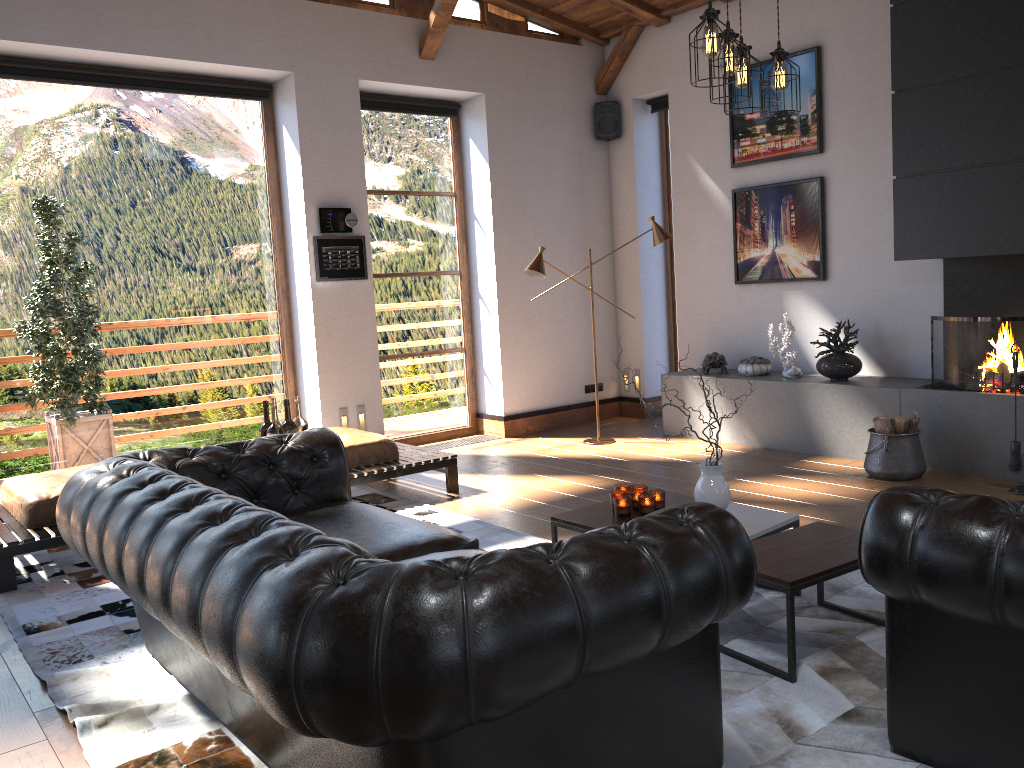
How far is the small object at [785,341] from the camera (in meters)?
6.80

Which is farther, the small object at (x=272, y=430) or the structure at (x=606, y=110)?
the structure at (x=606, y=110)

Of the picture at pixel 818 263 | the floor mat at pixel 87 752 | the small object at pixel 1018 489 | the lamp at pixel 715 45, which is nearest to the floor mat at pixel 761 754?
the floor mat at pixel 87 752

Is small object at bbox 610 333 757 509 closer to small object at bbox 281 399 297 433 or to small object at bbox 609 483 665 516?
small object at bbox 609 483 665 516

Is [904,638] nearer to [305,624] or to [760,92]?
[305,624]

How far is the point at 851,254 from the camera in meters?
6.8 m

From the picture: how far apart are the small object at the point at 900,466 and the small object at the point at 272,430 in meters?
3.7 m

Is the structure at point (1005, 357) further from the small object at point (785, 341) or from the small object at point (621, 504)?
the small object at point (621, 504)

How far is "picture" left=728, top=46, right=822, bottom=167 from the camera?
6.9 meters

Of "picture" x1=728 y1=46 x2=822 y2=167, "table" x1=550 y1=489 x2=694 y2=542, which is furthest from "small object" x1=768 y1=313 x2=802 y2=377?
"table" x1=550 y1=489 x2=694 y2=542
